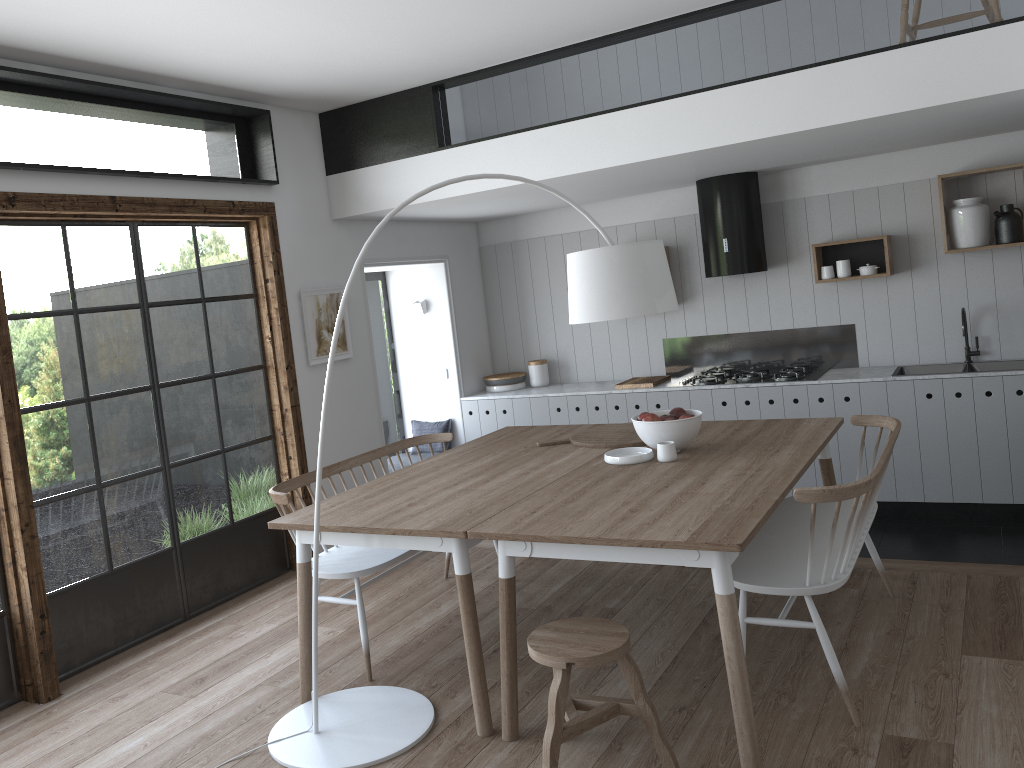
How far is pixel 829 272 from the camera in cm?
590

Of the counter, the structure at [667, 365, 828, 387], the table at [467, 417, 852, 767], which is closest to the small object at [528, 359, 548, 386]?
the counter

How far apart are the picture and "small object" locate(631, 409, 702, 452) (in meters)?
2.33

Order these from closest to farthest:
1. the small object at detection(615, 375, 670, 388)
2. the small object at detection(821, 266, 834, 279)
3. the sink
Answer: the sink → the small object at detection(821, 266, 834, 279) → the small object at detection(615, 375, 670, 388)

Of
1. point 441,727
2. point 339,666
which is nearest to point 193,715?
point 339,666

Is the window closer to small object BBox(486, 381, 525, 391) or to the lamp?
the lamp

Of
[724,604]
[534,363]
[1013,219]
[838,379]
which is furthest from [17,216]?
[1013,219]

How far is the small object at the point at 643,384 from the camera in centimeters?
636cm

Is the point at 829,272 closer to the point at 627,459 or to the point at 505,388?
the point at 505,388

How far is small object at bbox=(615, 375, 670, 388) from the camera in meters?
6.4
